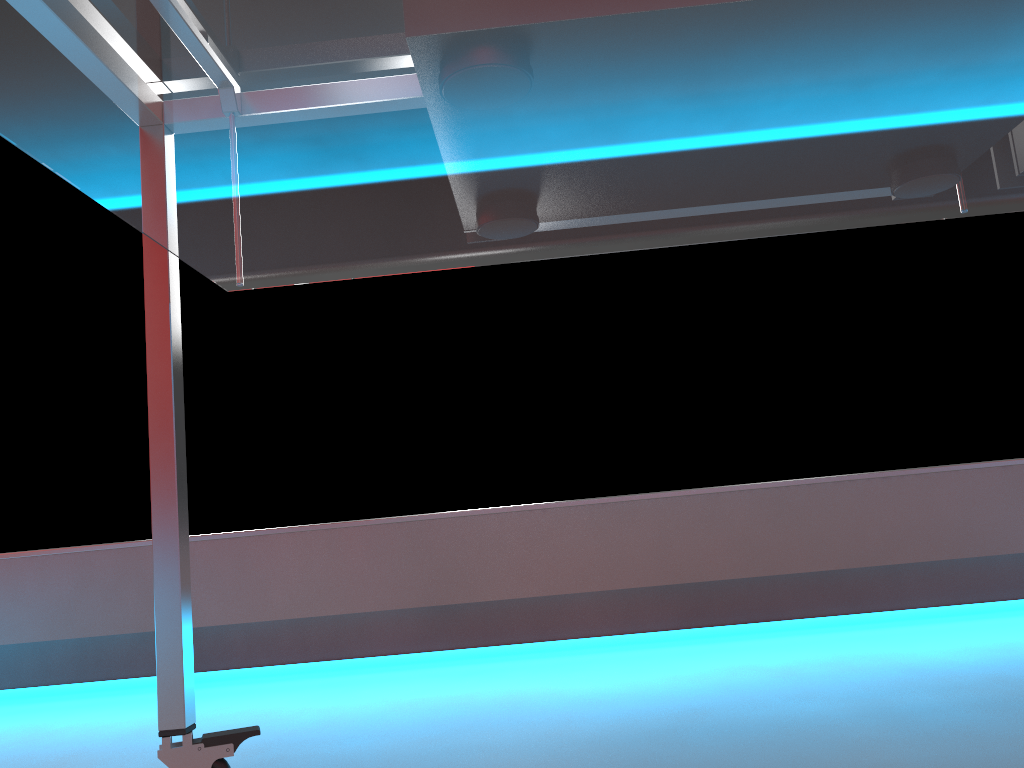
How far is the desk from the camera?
0.4 meters

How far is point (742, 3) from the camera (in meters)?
0.44

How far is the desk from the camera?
0.4m
